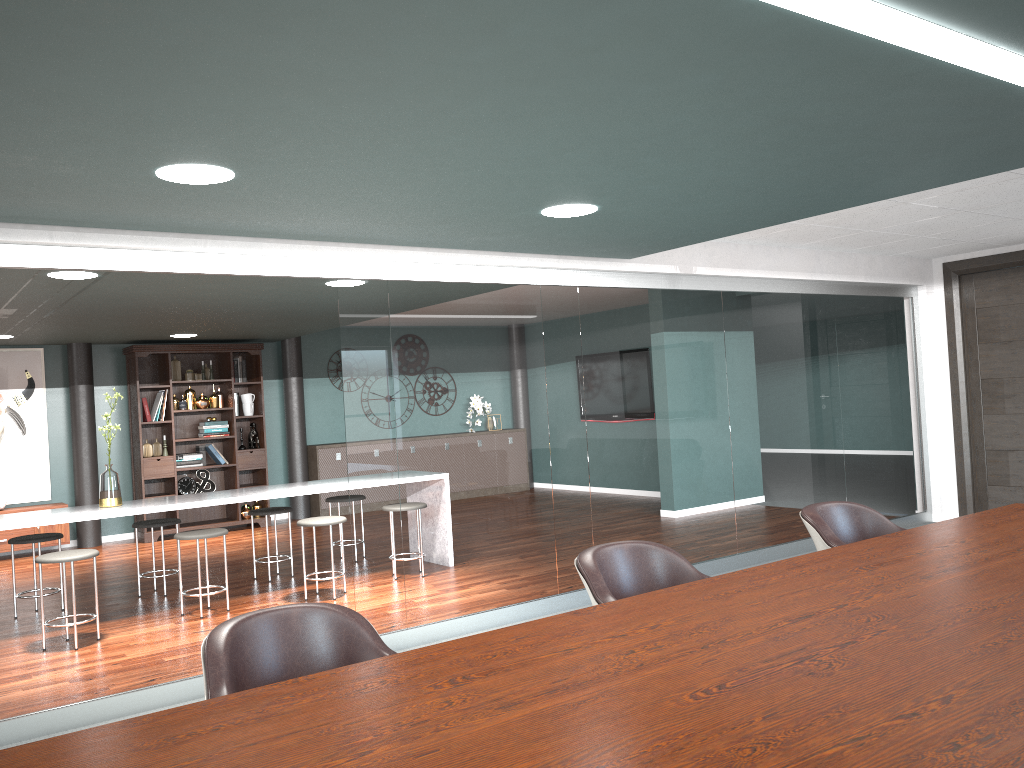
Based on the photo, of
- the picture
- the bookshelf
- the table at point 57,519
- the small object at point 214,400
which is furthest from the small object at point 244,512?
the table at point 57,519

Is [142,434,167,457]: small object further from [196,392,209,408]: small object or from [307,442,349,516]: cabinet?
[307,442,349,516]: cabinet

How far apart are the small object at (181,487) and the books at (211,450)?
0.4m

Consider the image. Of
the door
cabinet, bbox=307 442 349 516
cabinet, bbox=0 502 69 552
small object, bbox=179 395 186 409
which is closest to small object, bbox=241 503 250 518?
cabinet, bbox=307 442 349 516

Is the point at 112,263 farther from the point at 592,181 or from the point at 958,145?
the point at 958,145

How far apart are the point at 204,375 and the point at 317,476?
1.7m

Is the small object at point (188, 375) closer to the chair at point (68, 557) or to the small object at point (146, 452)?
the small object at point (146, 452)

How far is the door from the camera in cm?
698

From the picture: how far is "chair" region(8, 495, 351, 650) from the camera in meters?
4.8 m

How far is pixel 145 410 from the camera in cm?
900
